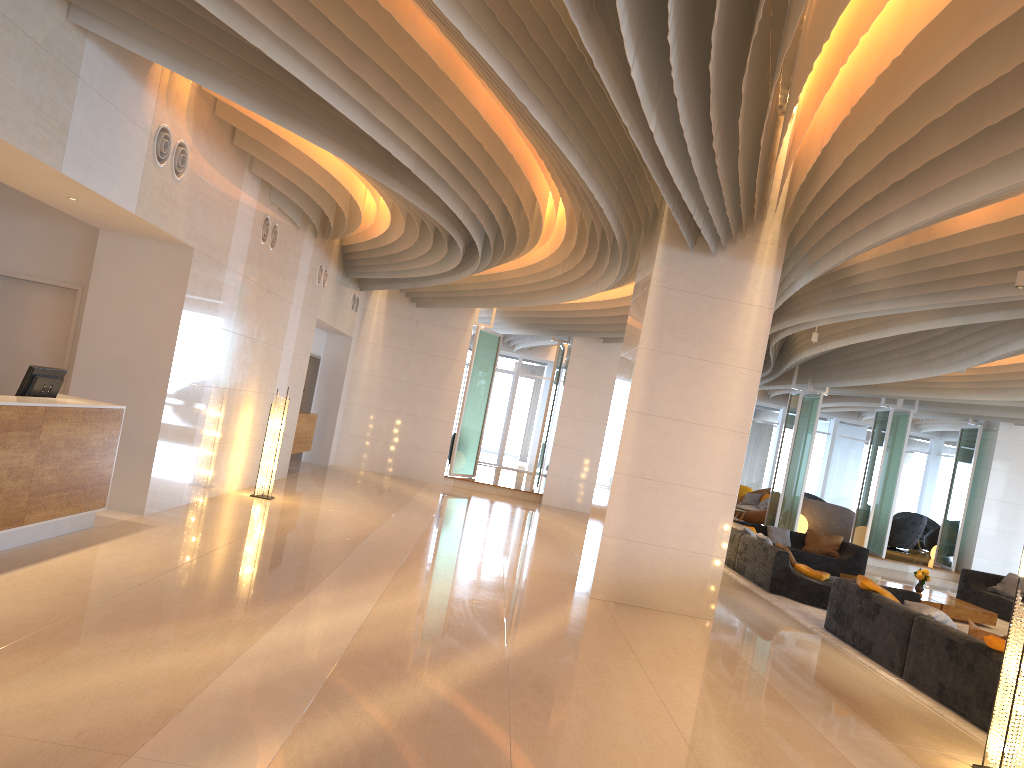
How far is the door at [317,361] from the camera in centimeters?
1742cm

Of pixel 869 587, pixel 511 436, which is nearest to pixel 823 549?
pixel 869 587

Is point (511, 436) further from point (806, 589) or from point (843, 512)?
point (806, 589)

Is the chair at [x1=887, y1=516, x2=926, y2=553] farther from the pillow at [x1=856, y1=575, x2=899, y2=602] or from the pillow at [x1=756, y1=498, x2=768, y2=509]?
the pillow at [x1=856, y1=575, x2=899, y2=602]

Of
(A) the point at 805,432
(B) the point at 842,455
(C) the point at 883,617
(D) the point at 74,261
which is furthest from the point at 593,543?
(B) the point at 842,455

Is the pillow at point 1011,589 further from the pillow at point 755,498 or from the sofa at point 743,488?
the sofa at point 743,488

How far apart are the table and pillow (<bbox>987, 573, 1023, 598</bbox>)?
1.7 meters

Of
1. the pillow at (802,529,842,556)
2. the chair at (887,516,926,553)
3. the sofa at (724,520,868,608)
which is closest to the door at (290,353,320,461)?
the sofa at (724,520,868,608)

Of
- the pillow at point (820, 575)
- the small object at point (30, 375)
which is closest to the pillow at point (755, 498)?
the pillow at point (820, 575)

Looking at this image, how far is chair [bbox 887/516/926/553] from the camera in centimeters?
2204cm
